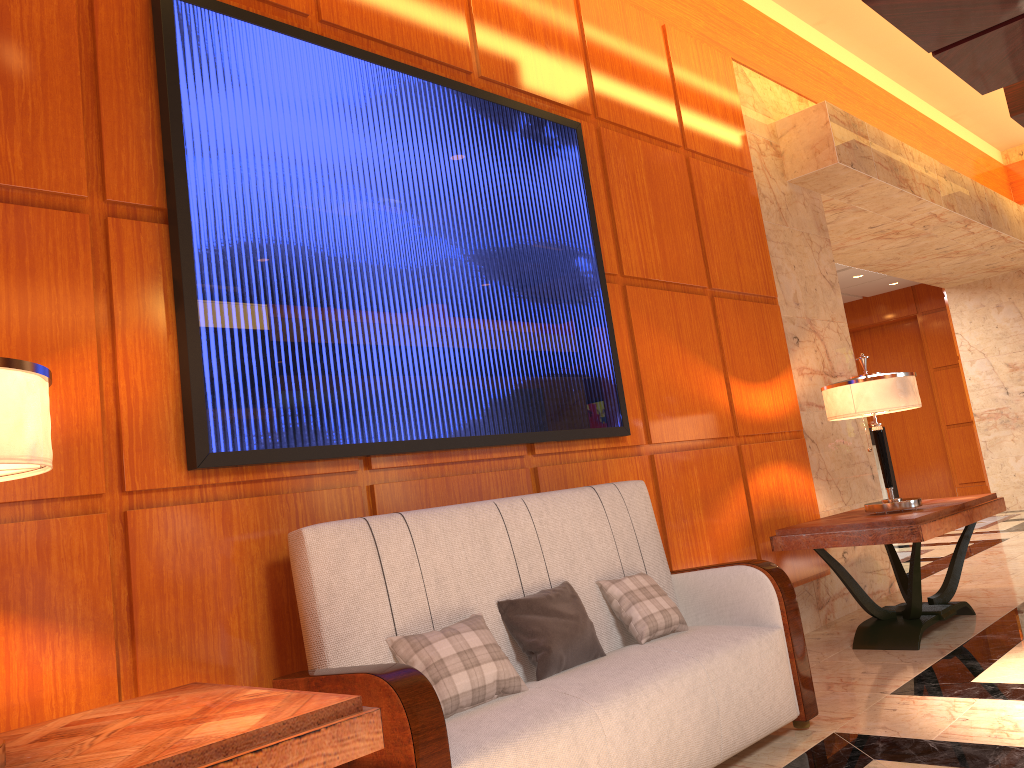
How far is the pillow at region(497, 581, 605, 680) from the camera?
2.68m

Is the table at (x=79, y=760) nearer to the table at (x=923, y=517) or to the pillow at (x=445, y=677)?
the pillow at (x=445, y=677)

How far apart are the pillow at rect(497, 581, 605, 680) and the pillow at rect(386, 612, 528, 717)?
0.1 meters

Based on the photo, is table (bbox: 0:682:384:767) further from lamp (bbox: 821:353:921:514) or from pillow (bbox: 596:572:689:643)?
lamp (bbox: 821:353:921:514)

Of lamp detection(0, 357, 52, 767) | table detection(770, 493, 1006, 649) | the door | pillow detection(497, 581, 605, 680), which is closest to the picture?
pillow detection(497, 581, 605, 680)

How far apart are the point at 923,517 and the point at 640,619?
1.74m

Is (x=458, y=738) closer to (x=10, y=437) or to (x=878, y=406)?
(x=10, y=437)

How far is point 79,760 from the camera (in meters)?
1.50

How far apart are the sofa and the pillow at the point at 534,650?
0.02m

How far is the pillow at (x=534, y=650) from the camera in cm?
268
